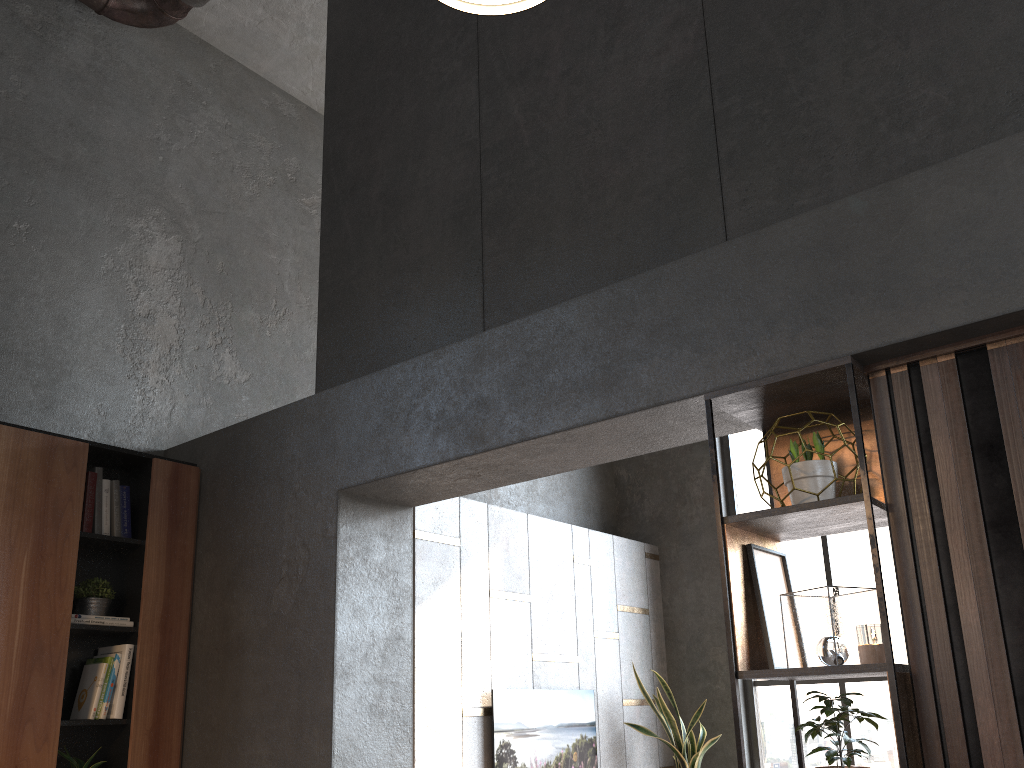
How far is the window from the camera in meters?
6.1 m

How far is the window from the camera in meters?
6.1 m

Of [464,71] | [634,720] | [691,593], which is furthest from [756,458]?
[464,71]

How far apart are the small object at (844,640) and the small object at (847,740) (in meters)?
0.11

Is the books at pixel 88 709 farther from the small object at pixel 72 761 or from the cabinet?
the small object at pixel 72 761

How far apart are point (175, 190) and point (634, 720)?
4.7m

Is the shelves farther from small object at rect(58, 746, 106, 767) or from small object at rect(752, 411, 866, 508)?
small object at rect(58, 746, 106, 767)

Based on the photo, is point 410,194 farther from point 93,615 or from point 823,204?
point 93,615

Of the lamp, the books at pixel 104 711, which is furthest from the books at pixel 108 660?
the lamp

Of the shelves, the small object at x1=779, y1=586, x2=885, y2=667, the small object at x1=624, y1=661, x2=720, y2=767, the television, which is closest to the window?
the small object at x1=624, y1=661, x2=720, y2=767
